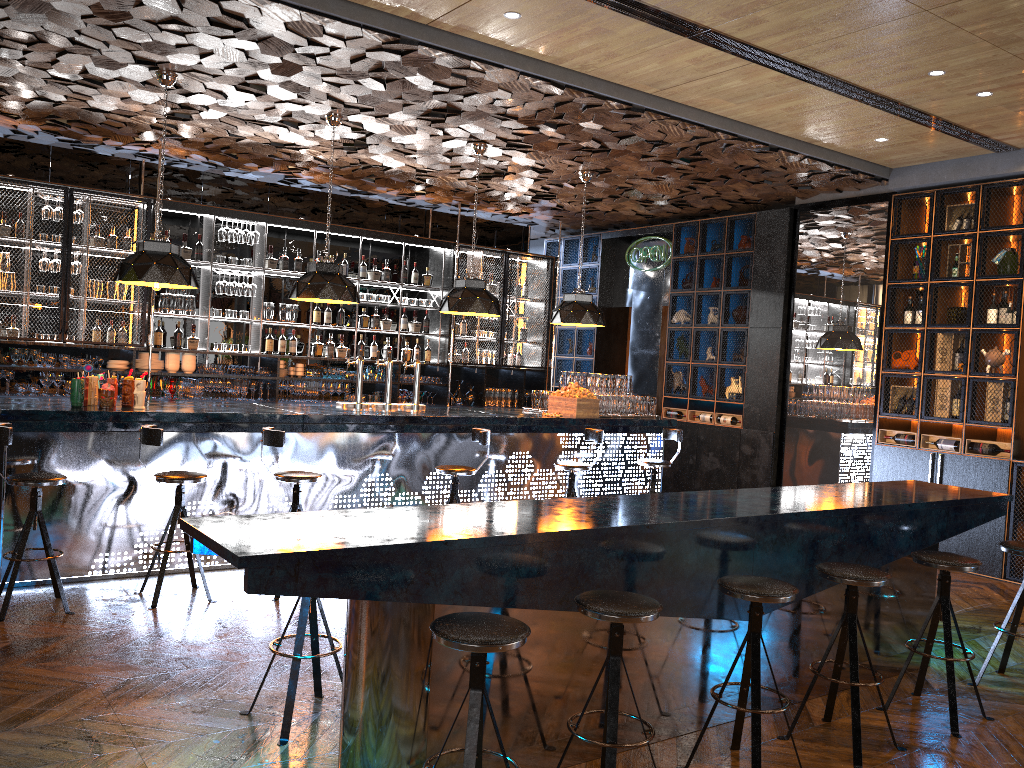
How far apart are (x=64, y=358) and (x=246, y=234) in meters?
2.2 m

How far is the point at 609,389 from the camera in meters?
8.8 m

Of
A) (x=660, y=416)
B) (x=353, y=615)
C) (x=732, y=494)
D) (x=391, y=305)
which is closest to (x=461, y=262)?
(x=391, y=305)

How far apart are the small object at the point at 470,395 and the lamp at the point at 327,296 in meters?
3.7 m

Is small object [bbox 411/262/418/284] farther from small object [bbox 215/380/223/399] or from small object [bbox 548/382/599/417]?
small object [bbox 548/382/599/417]

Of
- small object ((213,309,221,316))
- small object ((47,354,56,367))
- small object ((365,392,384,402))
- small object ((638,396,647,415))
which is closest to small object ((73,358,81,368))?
small object ((47,354,56,367))

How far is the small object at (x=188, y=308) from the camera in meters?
9.3 m

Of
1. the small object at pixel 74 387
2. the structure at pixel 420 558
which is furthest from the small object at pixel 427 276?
the structure at pixel 420 558

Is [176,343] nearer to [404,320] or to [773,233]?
[404,320]

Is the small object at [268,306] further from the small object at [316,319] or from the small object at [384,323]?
the small object at [384,323]
